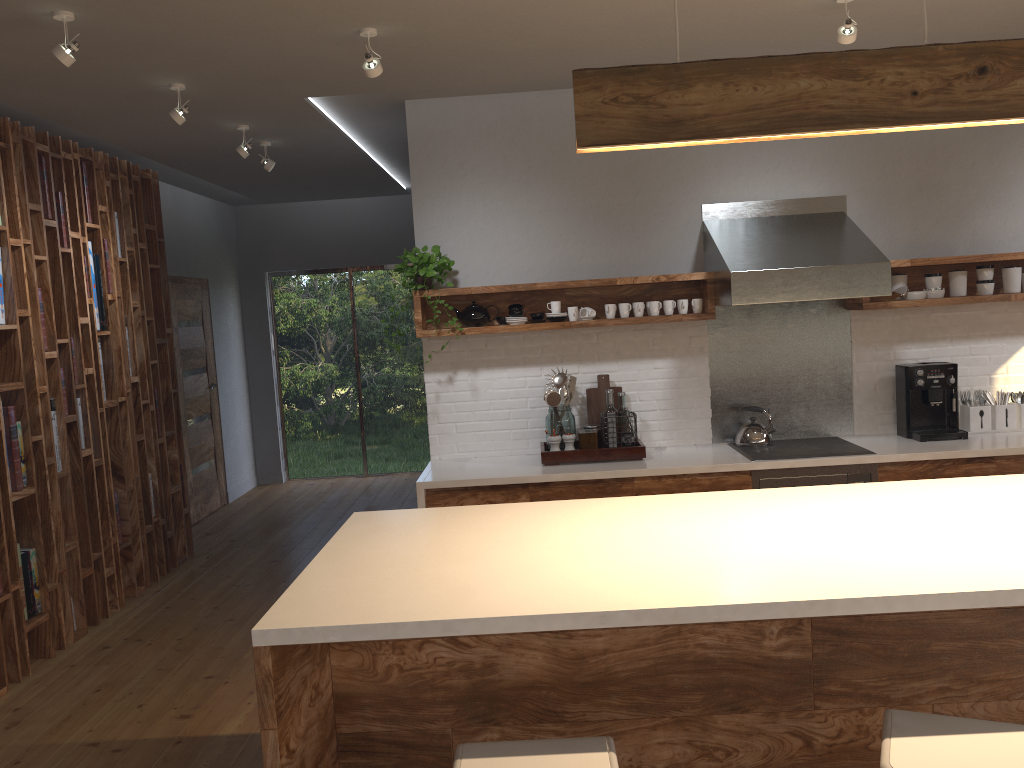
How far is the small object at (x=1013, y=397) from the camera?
4.8 meters

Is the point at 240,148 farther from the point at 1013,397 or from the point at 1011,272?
the point at 1013,397

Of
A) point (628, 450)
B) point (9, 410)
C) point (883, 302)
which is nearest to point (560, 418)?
point (628, 450)

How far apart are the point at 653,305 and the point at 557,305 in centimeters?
52cm

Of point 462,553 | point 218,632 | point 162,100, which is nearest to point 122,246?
point 162,100

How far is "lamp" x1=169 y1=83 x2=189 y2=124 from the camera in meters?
4.1 m

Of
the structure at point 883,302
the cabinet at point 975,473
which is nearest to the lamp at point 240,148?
the structure at point 883,302

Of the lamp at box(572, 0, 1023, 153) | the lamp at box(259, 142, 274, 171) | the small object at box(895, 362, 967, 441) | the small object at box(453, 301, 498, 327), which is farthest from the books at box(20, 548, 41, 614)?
the small object at box(895, 362, 967, 441)

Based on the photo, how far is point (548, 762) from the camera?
1.7 meters

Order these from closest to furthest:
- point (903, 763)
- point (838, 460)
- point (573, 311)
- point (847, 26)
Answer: point (903, 763) < point (847, 26) < point (838, 460) < point (573, 311)
